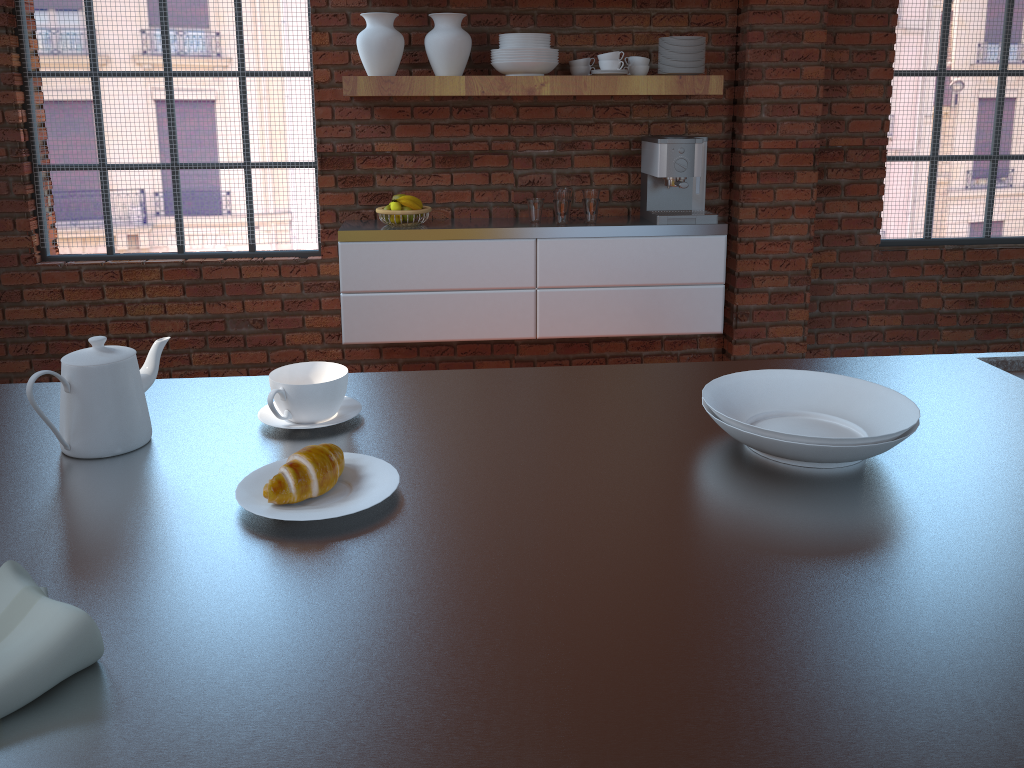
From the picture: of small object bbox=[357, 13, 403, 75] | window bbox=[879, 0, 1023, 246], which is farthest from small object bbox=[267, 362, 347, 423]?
window bbox=[879, 0, 1023, 246]

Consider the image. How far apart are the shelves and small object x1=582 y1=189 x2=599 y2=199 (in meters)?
0.40

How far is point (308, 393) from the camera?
1.28m

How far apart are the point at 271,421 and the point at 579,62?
2.75m

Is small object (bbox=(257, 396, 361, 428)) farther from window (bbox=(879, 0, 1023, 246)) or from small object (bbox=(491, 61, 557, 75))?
window (bbox=(879, 0, 1023, 246))

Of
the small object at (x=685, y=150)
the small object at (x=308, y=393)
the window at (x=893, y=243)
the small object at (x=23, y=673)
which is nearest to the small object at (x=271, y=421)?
the small object at (x=308, y=393)

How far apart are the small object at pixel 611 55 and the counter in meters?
2.2

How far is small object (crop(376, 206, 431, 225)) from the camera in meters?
3.6 m

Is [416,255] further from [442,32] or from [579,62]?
[579,62]

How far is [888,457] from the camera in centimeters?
119cm
